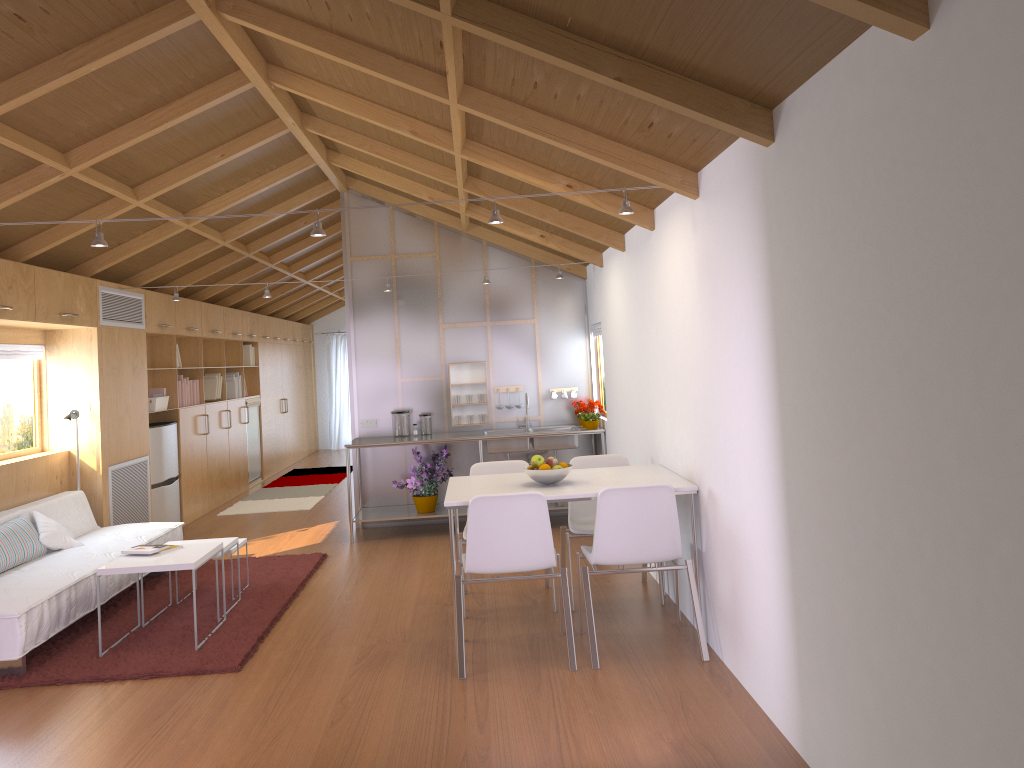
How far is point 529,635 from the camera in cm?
456

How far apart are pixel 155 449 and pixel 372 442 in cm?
203

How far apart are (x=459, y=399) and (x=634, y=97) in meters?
4.8 m

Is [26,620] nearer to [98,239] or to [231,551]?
[231,551]

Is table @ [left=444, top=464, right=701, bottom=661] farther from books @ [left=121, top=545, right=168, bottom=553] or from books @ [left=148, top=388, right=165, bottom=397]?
books @ [left=148, top=388, right=165, bottom=397]

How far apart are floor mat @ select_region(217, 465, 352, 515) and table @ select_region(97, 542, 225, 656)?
4.1m

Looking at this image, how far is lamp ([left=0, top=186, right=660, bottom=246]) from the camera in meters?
3.9 m

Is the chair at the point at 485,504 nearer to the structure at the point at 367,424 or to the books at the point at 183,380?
the structure at the point at 367,424

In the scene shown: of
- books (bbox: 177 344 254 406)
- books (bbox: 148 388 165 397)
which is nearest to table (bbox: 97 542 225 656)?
books (bbox: 148 388 165 397)

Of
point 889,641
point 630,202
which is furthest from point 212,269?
point 889,641
